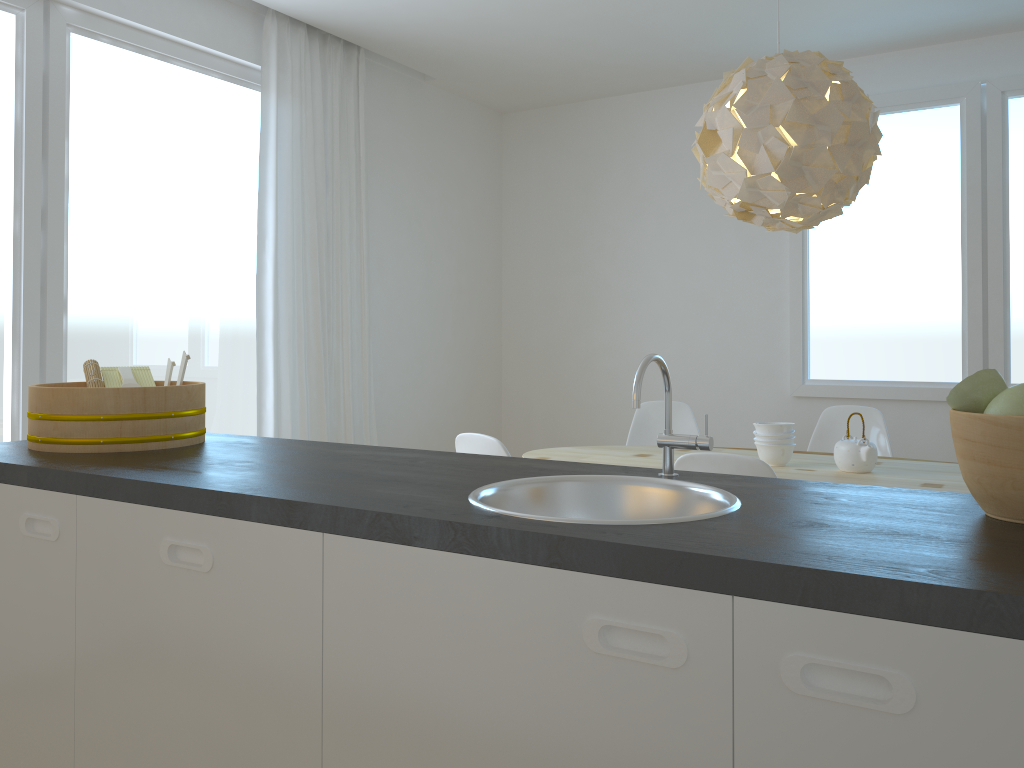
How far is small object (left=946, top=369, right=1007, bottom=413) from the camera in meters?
1.2 m

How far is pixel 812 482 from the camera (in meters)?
1.49

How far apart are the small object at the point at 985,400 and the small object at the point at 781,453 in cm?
210

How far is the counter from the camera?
0.90m

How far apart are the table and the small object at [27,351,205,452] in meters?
1.7 m

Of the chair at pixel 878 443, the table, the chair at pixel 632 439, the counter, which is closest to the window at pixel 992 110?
the chair at pixel 878 443

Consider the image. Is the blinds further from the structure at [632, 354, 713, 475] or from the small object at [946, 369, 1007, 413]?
the small object at [946, 369, 1007, 413]

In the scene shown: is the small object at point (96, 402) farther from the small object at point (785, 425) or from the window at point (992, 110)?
the window at point (992, 110)

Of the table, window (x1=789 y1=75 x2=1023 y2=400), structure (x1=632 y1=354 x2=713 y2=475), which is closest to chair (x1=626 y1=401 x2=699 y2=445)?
the table

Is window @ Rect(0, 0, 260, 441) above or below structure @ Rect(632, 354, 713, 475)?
above
